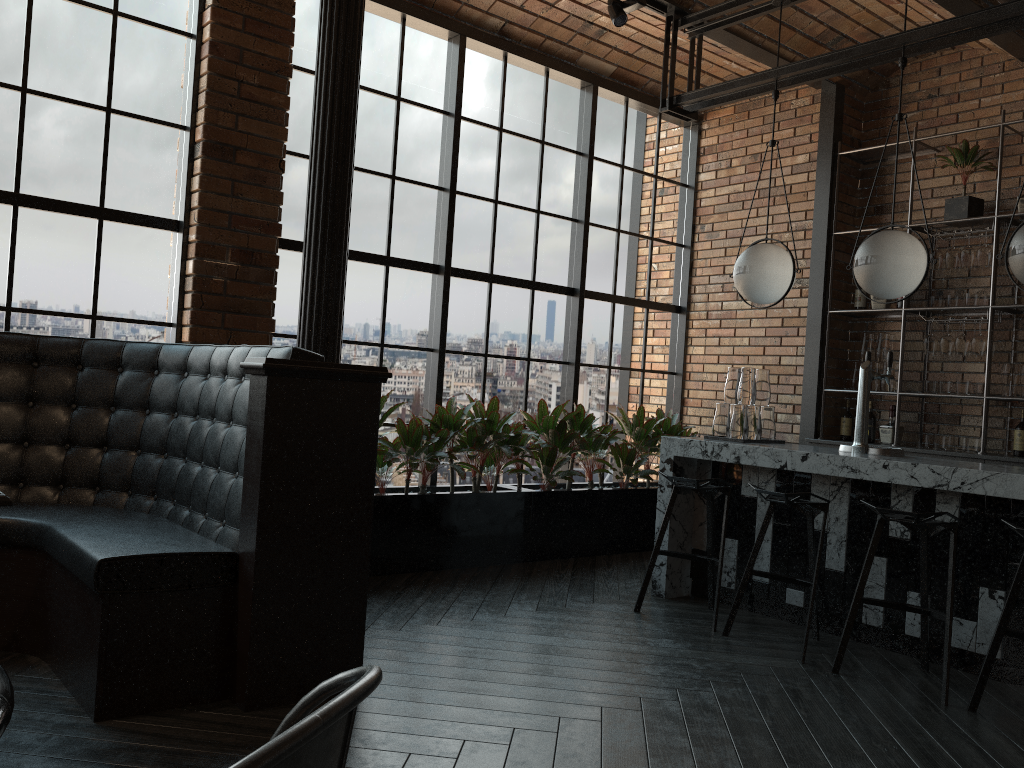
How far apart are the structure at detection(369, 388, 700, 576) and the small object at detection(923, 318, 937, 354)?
1.8 meters

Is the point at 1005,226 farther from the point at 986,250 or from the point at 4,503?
the point at 4,503

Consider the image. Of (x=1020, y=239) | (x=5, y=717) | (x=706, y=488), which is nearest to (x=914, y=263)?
(x=1020, y=239)

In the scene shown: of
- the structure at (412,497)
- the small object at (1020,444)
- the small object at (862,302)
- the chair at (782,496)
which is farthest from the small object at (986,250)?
the chair at (782,496)

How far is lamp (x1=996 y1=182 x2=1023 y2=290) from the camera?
3.79m

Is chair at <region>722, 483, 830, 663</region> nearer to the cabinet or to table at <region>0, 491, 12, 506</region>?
the cabinet

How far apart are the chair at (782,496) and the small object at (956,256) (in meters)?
2.55

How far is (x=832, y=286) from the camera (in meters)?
6.51

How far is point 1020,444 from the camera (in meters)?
5.51

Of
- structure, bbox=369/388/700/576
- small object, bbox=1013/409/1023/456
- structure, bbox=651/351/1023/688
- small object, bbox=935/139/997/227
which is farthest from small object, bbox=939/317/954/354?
structure, bbox=369/388/700/576
